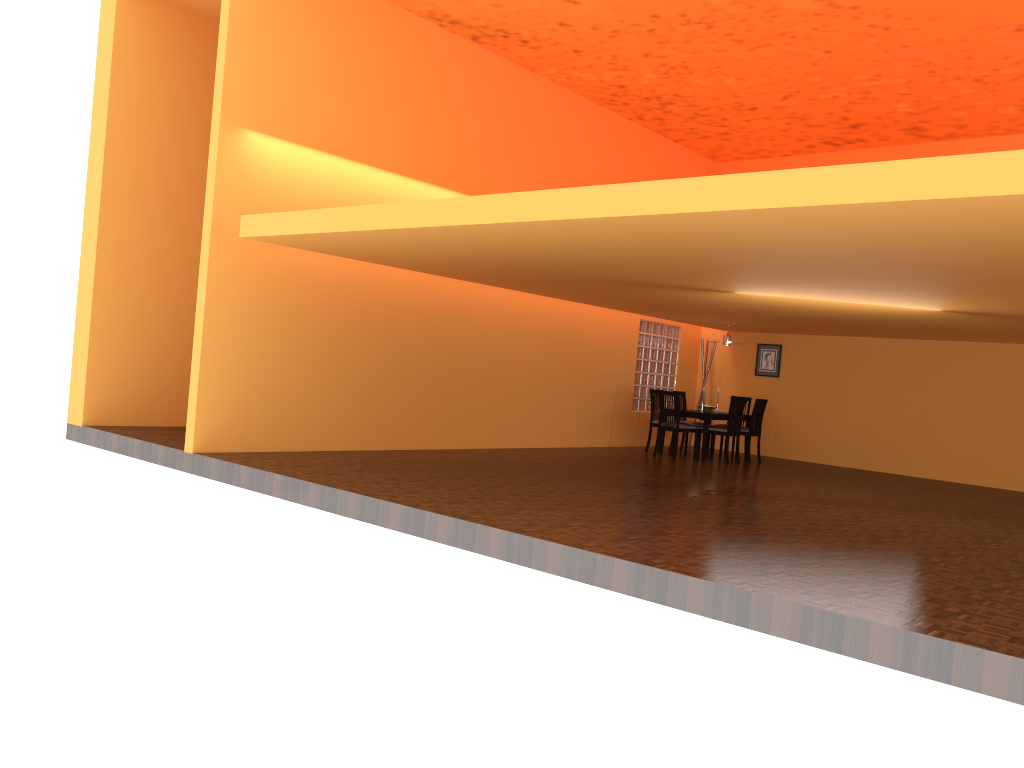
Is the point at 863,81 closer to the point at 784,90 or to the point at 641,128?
the point at 784,90

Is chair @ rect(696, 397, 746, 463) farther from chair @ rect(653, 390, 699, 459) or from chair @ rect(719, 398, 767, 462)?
chair @ rect(719, 398, 767, 462)

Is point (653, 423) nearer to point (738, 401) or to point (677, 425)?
point (677, 425)

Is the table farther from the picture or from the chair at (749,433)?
the picture

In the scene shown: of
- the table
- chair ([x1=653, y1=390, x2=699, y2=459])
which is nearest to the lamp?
the table

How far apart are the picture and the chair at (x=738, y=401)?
1.9m

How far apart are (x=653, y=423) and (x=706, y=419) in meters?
0.9

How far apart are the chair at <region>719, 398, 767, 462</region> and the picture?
1.4 meters

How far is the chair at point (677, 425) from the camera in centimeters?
1046cm

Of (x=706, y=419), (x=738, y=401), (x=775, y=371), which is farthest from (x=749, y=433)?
(x=775, y=371)
